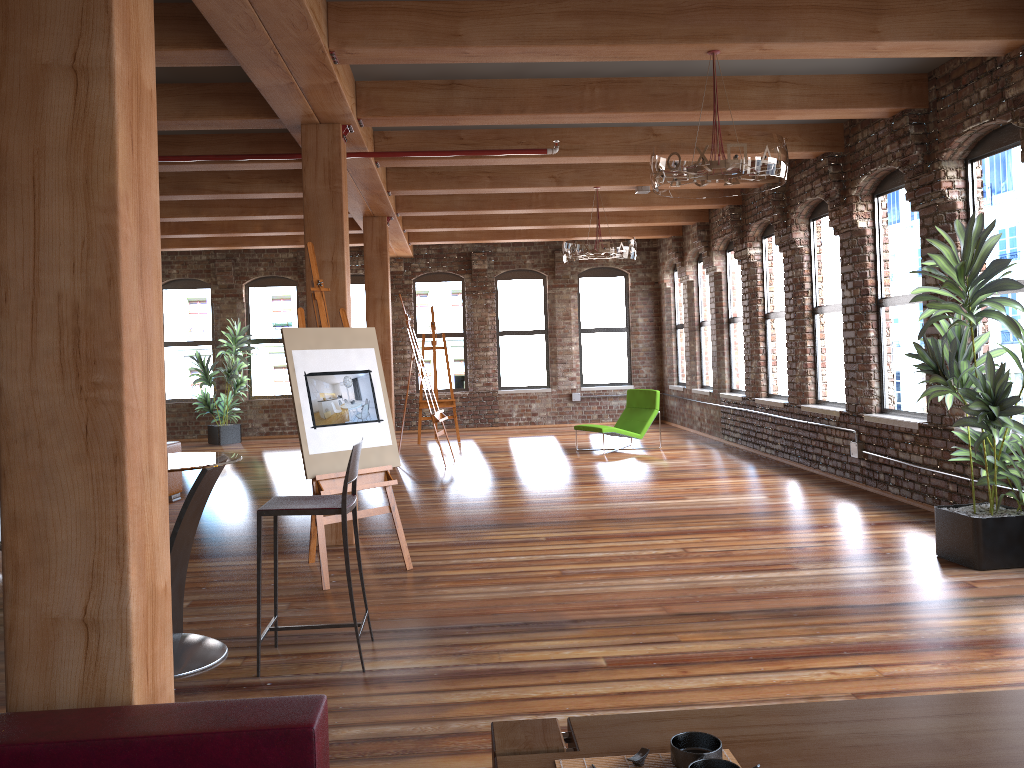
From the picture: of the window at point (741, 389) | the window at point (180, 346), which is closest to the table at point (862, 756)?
the window at point (741, 389)

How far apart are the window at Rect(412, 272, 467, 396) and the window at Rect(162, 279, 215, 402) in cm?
361

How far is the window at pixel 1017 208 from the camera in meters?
6.1 m

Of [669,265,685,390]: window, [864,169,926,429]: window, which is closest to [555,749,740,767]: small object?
[864,169,926,429]: window

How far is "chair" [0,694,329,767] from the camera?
1.86m

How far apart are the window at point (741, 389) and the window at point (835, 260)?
2.1m

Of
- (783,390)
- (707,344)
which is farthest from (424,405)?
(783,390)

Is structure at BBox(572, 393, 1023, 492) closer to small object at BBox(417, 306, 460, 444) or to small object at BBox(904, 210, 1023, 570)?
small object at BBox(904, 210, 1023, 570)

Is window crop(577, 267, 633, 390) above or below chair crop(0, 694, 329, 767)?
above

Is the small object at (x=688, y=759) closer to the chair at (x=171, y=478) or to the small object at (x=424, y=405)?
the chair at (x=171, y=478)
